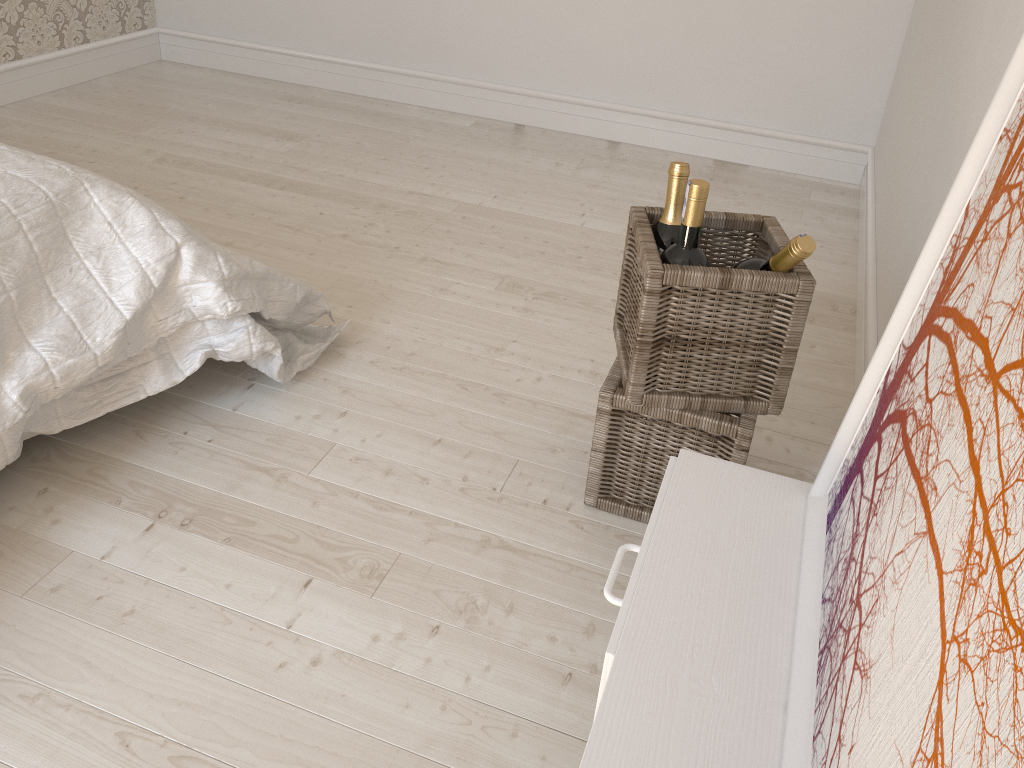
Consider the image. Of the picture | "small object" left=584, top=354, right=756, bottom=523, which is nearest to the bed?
"small object" left=584, top=354, right=756, bottom=523

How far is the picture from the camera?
0.5 meters

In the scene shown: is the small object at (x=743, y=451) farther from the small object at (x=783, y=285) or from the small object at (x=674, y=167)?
the small object at (x=674, y=167)

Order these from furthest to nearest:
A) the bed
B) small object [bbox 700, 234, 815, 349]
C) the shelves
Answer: the bed, small object [bbox 700, 234, 815, 349], the shelves

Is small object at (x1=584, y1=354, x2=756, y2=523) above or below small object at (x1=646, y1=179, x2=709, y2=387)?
below

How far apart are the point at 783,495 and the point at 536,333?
1.2 meters

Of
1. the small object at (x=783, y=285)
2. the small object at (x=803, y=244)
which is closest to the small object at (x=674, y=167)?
the small object at (x=783, y=285)

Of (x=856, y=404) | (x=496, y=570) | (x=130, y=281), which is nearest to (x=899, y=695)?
(x=856, y=404)

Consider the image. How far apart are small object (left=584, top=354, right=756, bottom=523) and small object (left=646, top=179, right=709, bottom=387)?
0.26m

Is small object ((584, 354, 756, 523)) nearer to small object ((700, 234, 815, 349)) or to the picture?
small object ((700, 234, 815, 349))
